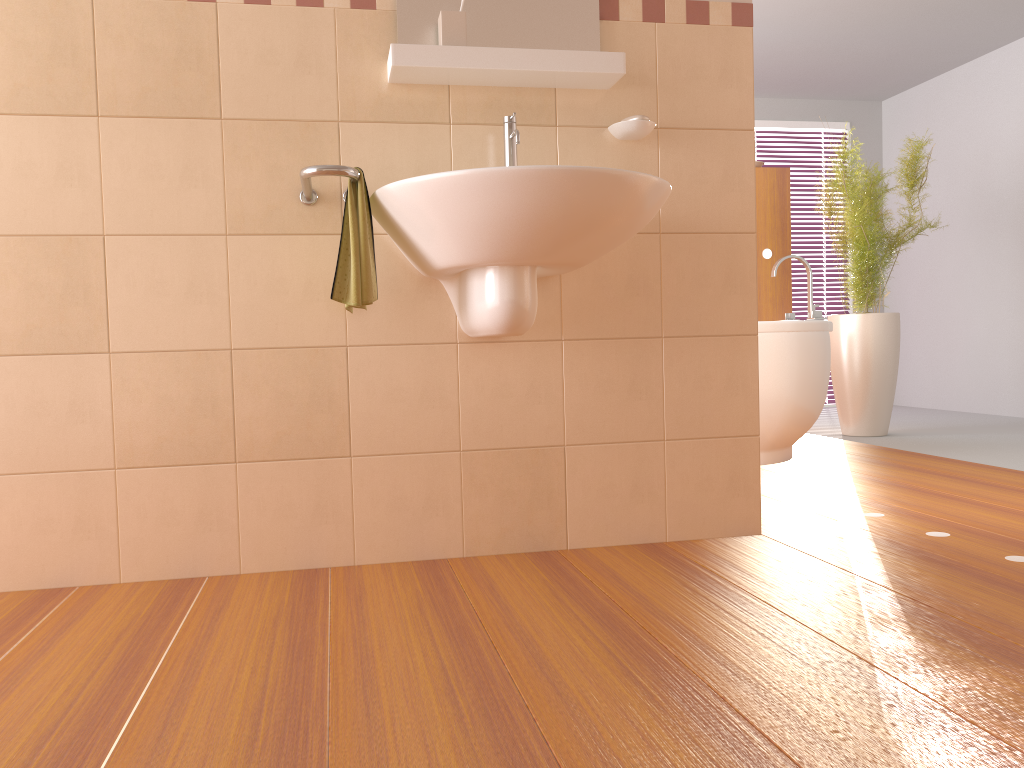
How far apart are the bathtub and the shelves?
1.6m

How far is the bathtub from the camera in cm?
356

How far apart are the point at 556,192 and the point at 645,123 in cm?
60

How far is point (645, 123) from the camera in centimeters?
217cm

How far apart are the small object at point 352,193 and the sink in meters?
0.0 m

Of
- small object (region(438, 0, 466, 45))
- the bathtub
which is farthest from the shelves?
the bathtub

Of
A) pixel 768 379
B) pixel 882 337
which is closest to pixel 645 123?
pixel 768 379

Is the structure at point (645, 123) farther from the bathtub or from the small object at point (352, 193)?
the bathtub

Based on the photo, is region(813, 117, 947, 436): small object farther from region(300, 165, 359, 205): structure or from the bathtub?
region(300, 165, 359, 205): structure

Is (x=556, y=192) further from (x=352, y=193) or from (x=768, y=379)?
(x=768, y=379)
